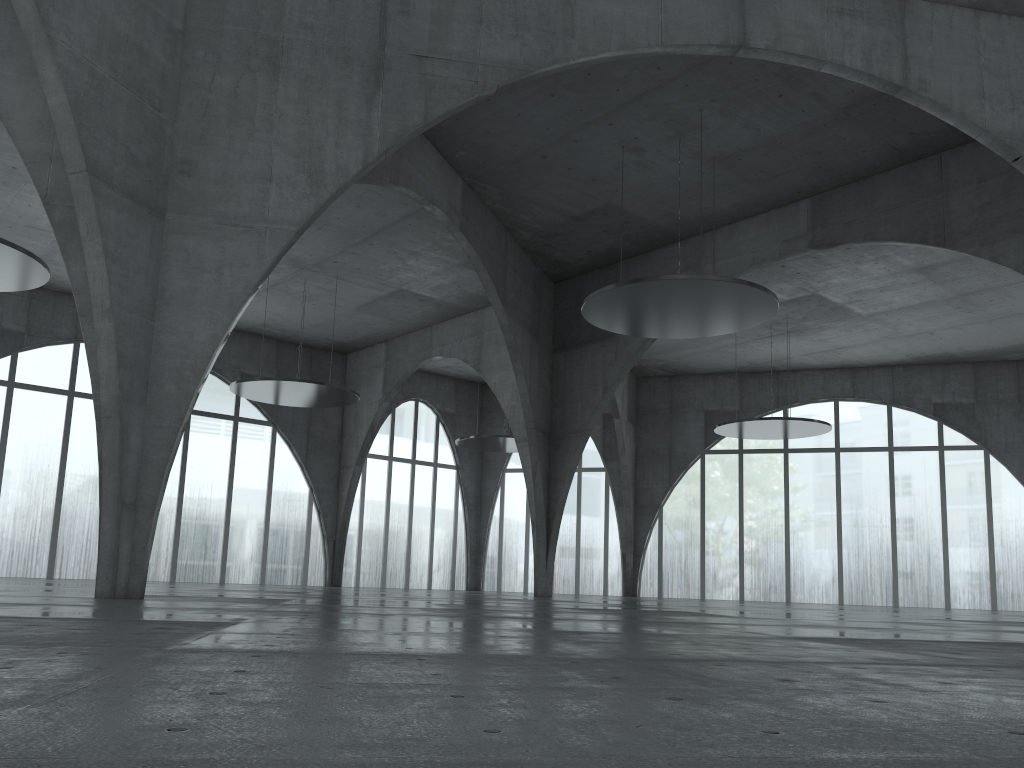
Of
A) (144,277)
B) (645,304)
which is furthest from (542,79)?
(144,277)
